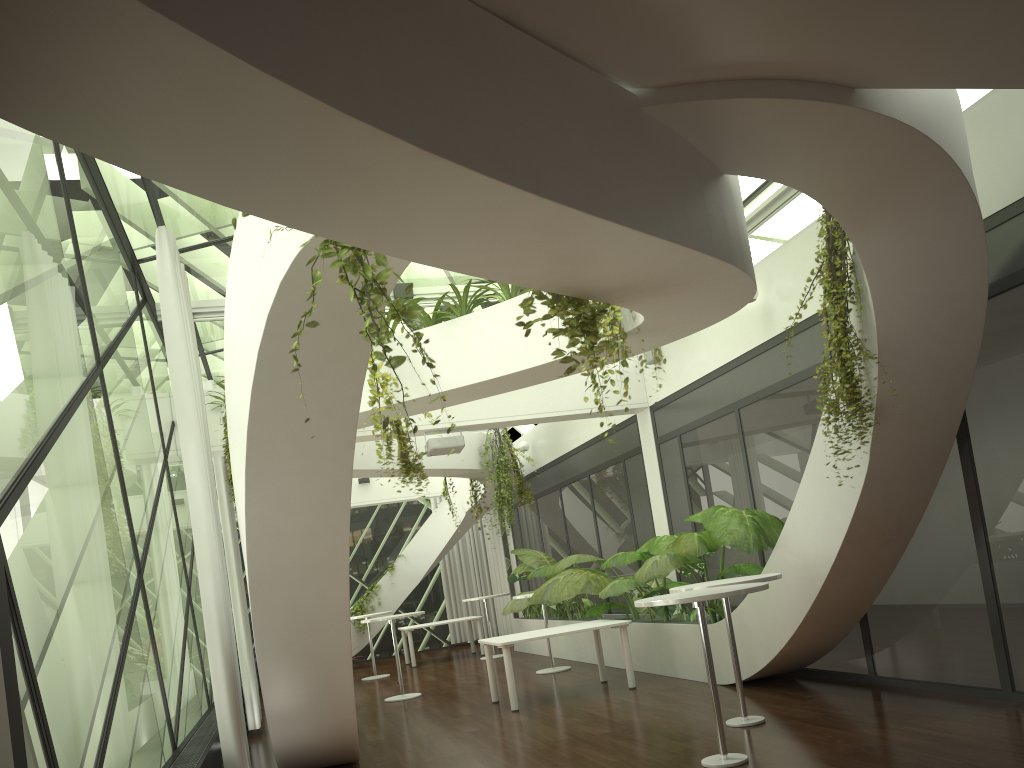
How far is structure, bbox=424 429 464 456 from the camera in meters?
10.4

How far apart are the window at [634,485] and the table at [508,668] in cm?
193

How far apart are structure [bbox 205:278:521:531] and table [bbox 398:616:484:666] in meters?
7.2

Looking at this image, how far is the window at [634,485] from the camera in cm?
1185

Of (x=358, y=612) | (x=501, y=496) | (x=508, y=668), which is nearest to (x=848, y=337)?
(x=508, y=668)

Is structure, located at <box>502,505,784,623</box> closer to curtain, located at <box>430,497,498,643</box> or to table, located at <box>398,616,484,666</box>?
table, located at <box>398,616,484,666</box>

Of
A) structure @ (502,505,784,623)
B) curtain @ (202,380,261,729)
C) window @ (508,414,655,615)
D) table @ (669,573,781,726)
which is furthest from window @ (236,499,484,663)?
table @ (669,573,781,726)

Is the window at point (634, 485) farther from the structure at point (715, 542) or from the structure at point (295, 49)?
the structure at point (295, 49)

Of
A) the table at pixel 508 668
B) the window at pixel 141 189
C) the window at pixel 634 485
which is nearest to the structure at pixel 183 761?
the table at pixel 508 668

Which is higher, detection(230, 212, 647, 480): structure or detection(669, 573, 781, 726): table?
detection(230, 212, 647, 480): structure
